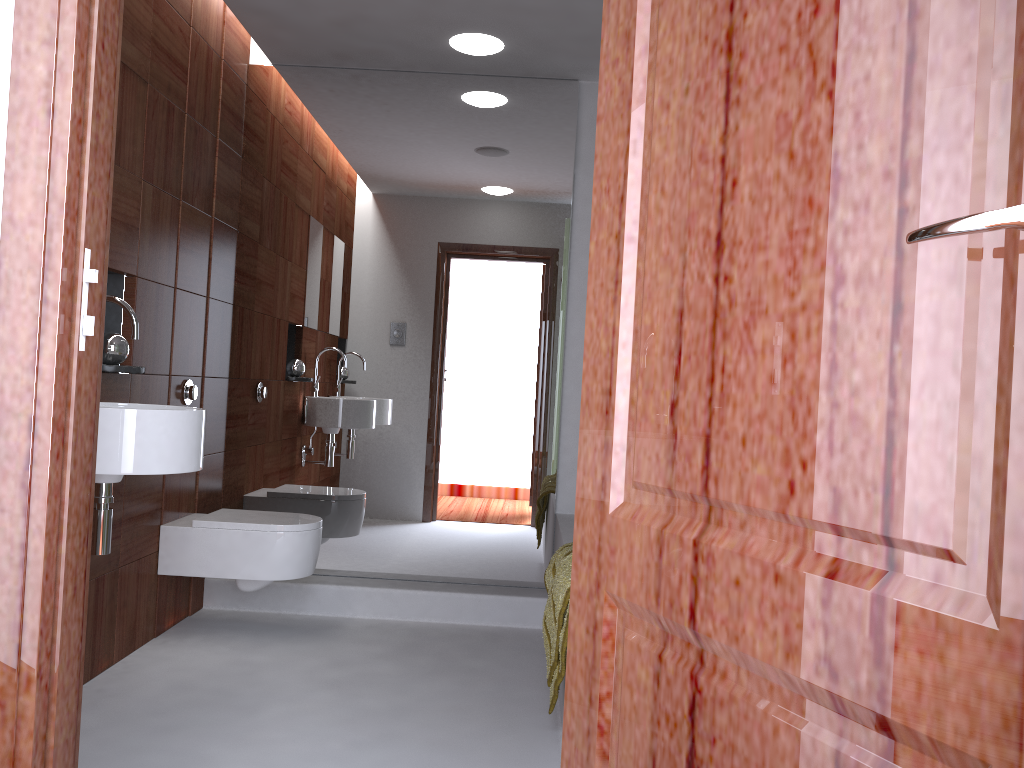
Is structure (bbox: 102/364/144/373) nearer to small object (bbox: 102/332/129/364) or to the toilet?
small object (bbox: 102/332/129/364)

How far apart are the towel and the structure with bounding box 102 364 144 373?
1.41m

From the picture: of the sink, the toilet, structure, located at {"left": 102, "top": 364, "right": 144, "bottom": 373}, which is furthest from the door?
the toilet

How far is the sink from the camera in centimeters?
222cm

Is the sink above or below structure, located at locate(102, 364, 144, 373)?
below

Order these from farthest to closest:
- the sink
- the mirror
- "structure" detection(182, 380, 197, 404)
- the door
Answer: the mirror < "structure" detection(182, 380, 197, 404) < the sink < the door

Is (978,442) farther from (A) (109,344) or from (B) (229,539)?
(B) (229,539)

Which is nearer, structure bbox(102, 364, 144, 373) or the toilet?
structure bbox(102, 364, 144, 373)

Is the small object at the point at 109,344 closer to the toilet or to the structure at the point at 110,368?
the structure at the point at 110,368

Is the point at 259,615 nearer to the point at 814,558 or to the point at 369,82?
the point at 369,82
